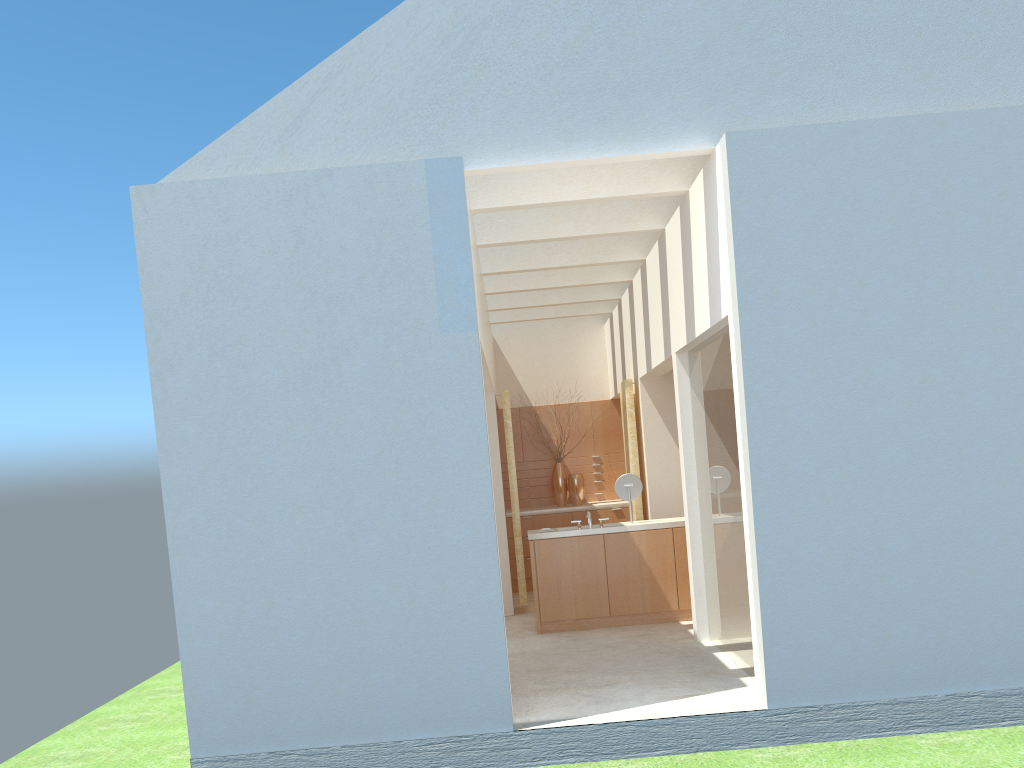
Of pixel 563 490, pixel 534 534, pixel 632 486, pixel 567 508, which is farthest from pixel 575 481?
pixel 534 534

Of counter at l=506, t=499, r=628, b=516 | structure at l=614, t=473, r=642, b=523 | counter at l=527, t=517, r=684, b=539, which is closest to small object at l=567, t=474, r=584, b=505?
counter at l=506, t=499, r=628, b=516

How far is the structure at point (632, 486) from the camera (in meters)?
19.93

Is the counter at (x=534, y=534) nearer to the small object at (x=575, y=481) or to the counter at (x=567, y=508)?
the counter at (x=567, y=508)

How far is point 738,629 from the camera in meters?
14.6 m

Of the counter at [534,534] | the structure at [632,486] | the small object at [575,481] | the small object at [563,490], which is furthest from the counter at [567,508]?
the structure at [632,486]

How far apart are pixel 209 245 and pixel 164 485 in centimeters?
346cm

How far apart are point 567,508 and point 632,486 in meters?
6.5

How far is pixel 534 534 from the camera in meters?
19.4

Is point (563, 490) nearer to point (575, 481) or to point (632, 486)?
point (575, 481)
